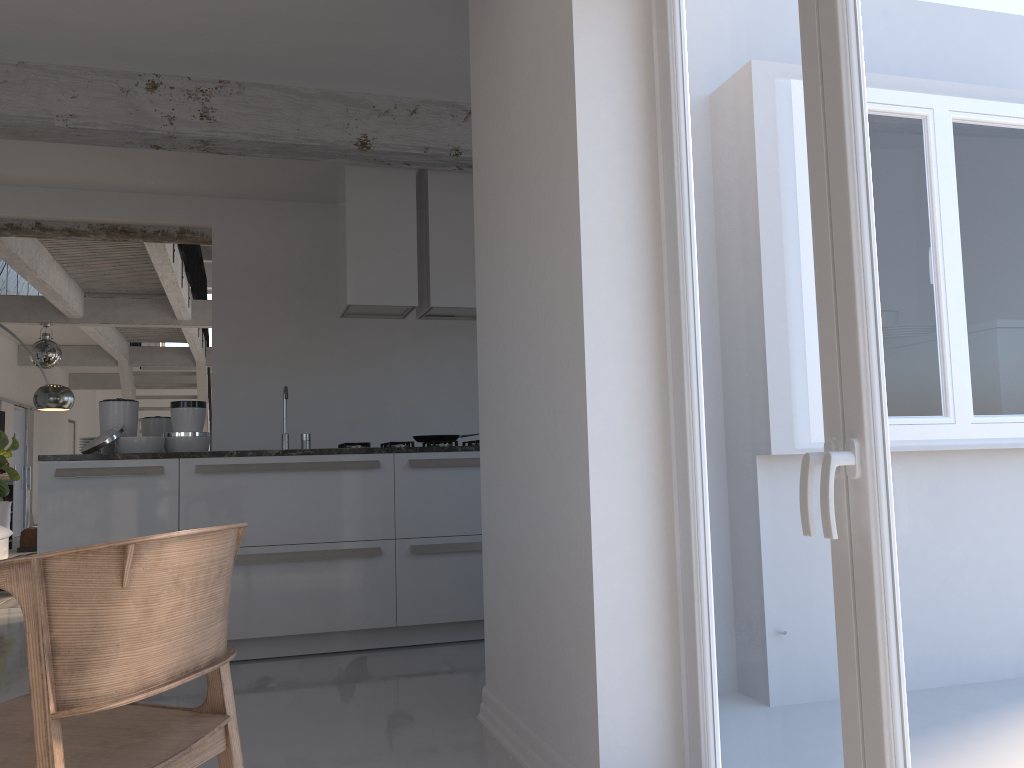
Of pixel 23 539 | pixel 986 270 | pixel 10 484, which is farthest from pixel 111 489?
pixel 10 484

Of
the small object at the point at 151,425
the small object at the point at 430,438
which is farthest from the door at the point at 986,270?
the small object at the point at 151,425

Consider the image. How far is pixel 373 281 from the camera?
5.05m

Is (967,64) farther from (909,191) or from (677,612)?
(677,612)

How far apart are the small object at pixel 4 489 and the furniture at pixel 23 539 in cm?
70

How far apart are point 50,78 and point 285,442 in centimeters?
212cm

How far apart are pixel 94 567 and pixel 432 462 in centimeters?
318cm

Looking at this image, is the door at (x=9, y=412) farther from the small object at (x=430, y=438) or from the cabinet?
the small object at (x=430, y=438)

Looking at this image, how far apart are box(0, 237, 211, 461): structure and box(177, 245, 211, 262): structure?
3.4 meters

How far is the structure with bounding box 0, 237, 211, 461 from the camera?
8.2 meters
